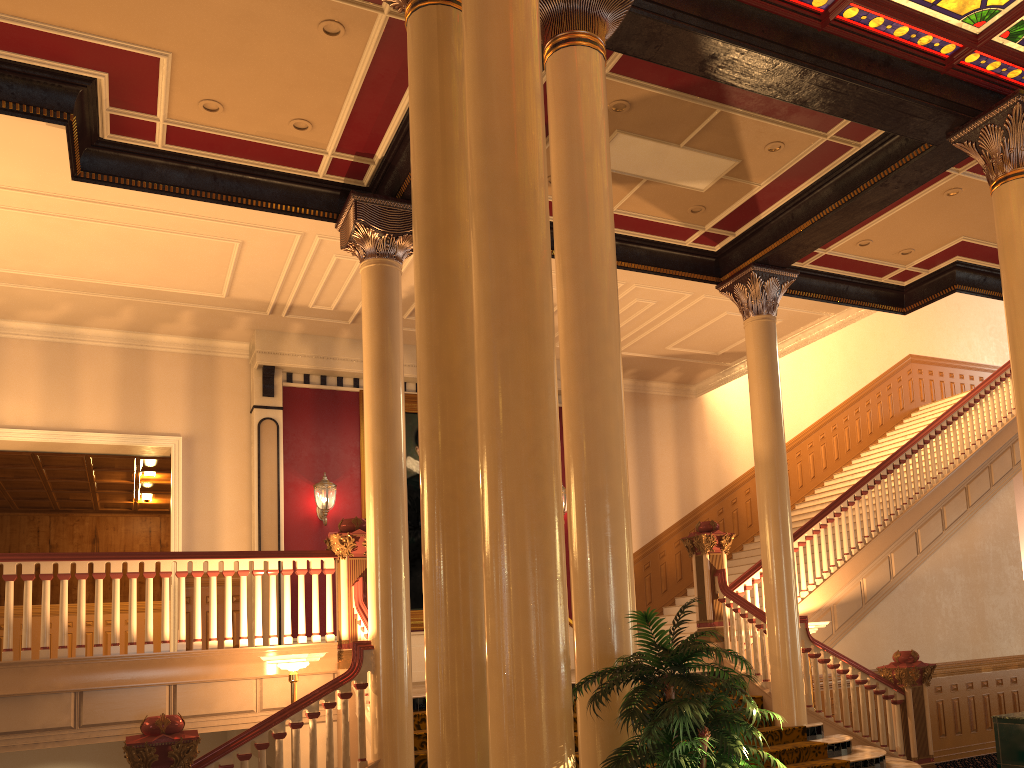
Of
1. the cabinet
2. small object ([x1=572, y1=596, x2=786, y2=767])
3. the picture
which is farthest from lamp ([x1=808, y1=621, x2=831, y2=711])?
small object ([x1=572, y1=596, x2=786, y2=767])

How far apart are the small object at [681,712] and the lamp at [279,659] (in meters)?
3.90

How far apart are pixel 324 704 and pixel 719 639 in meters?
4.8 m

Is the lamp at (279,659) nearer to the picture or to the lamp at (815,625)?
the picture

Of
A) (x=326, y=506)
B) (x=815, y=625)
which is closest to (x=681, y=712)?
(x=815, y=625)

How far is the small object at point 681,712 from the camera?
3.35m

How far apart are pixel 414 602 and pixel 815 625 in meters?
5.4

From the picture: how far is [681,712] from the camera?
3.35m

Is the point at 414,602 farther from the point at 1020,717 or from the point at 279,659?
the point at 1020,717

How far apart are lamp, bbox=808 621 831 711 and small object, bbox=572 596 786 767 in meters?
5.8
